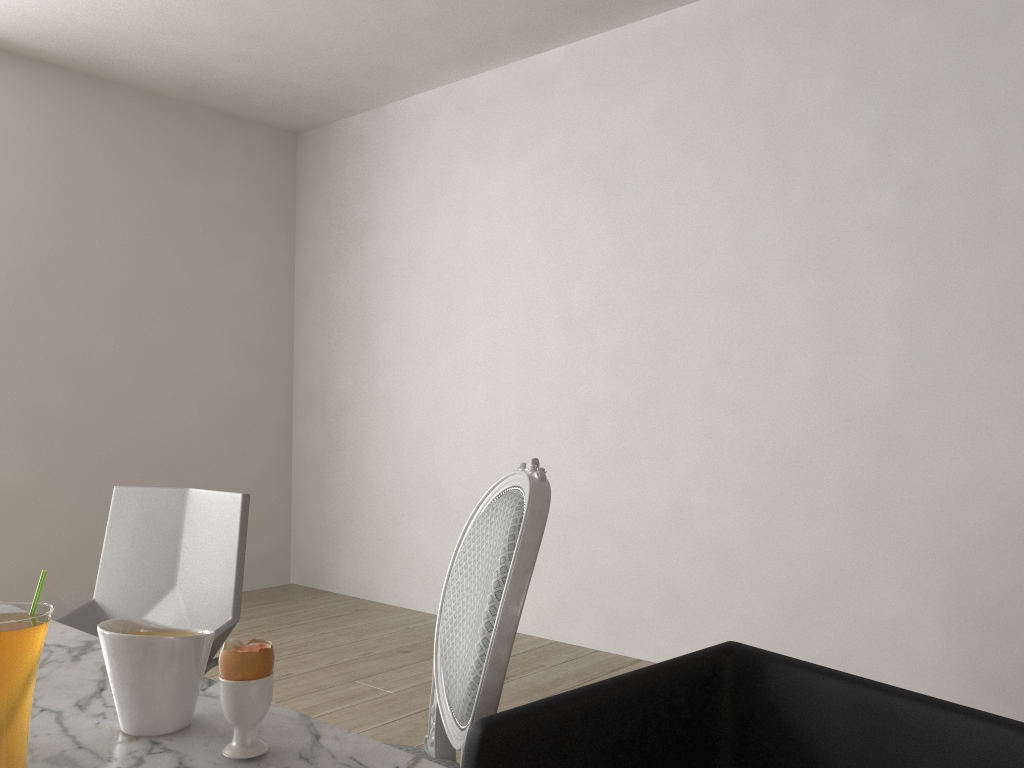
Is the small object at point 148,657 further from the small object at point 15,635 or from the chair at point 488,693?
the chair at point 488,693

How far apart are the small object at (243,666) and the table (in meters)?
0.01

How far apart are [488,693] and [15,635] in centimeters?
59cm

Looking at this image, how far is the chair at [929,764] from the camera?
0.9 meters

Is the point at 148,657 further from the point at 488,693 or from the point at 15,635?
the point at 488,693

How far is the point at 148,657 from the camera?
0.84m

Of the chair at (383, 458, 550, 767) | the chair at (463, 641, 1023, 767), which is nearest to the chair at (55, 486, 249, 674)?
the chair at (383, 458, 550, 767)

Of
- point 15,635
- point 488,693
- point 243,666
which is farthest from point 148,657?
point 488,693

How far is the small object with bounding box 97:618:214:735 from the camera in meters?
0.8 m

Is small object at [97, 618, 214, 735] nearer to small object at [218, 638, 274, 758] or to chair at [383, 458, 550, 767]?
small object at [218, 638, 274, 758]
